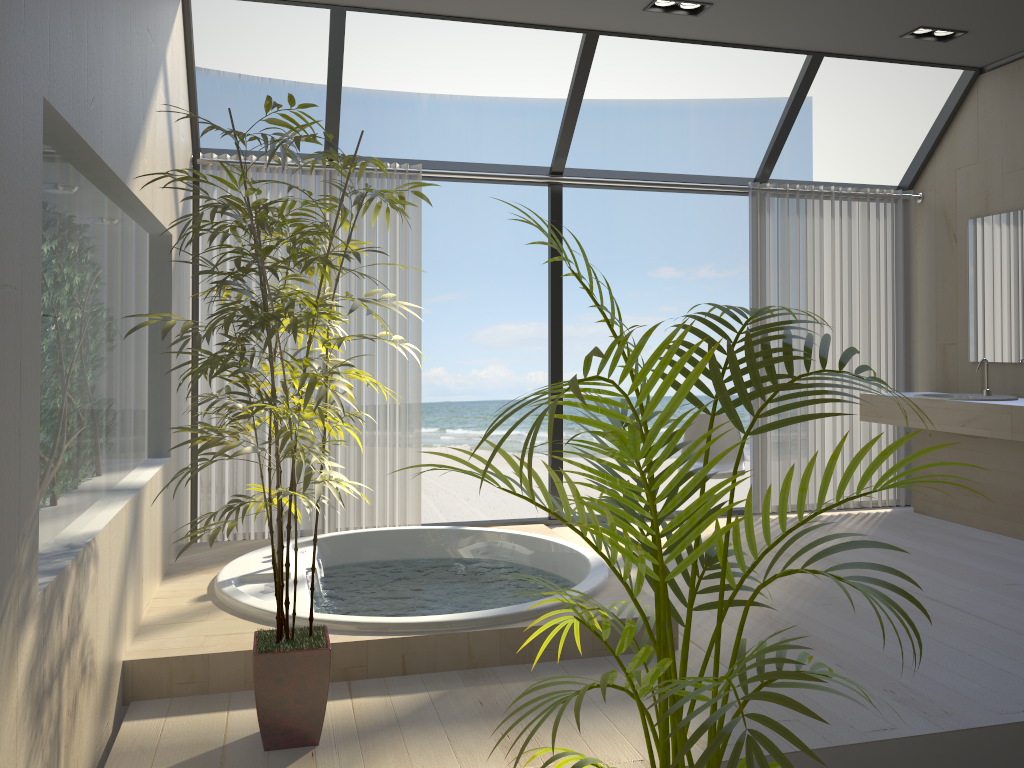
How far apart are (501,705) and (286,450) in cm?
107

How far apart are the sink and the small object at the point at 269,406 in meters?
3.9 m

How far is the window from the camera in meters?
4.5

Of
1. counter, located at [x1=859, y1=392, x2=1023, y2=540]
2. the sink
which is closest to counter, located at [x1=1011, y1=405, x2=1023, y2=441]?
counter, located at [x1=859, y1=392, x2=1023, y2=540]

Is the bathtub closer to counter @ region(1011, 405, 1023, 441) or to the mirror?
counter @ region(1011, 405, 1023, 441)

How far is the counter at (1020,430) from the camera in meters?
4.4

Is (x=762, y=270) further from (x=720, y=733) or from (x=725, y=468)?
(x=720, y=733)

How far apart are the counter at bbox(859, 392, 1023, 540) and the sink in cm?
18

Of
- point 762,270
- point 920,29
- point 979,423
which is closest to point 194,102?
point 762,270

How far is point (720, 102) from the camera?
15.7m
